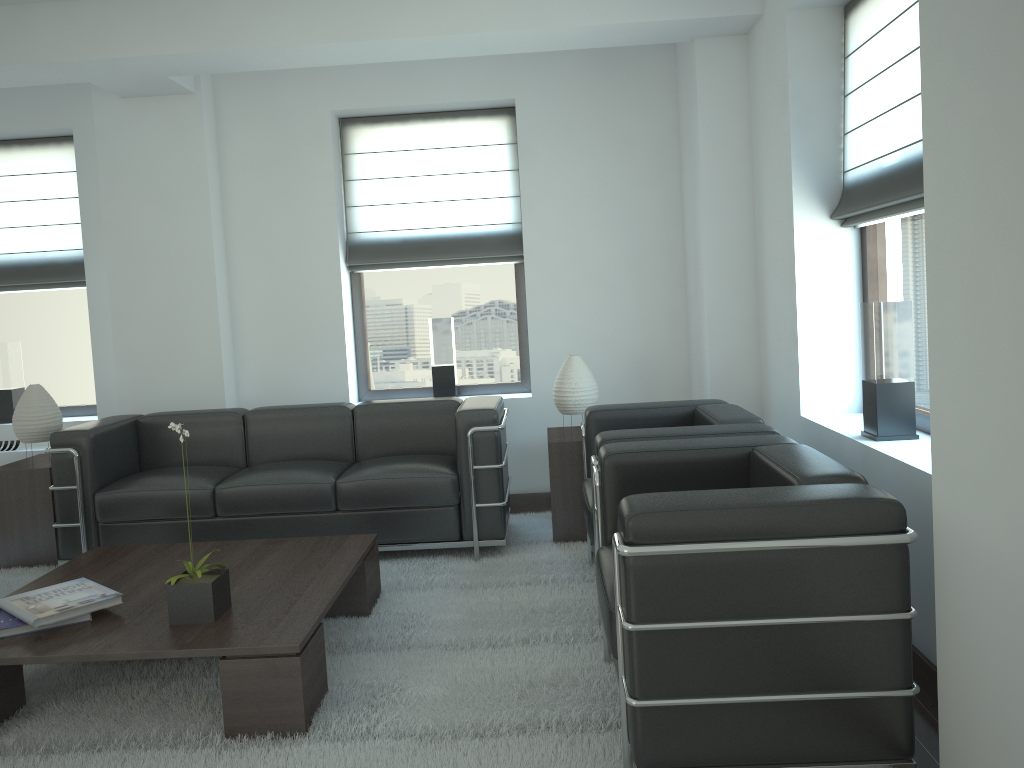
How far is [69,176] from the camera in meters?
8.5 m

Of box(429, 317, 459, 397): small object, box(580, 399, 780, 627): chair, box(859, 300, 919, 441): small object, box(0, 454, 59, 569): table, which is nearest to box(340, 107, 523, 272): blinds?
box(429, 317, 459, 397): small object

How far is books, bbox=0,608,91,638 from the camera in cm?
438

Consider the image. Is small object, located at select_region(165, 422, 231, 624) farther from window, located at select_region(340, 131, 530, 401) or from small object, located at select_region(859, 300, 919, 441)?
window, located at select_region(340, 131, 530, 401)

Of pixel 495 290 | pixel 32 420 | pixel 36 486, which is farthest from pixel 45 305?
pixel 495 290

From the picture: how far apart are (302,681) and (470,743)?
0.8 meters

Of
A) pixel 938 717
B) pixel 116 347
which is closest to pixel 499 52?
pixel 116 347

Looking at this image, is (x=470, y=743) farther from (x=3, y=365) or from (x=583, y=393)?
(x=3, y=365)

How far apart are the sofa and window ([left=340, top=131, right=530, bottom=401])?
1.3m

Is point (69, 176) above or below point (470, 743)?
above
